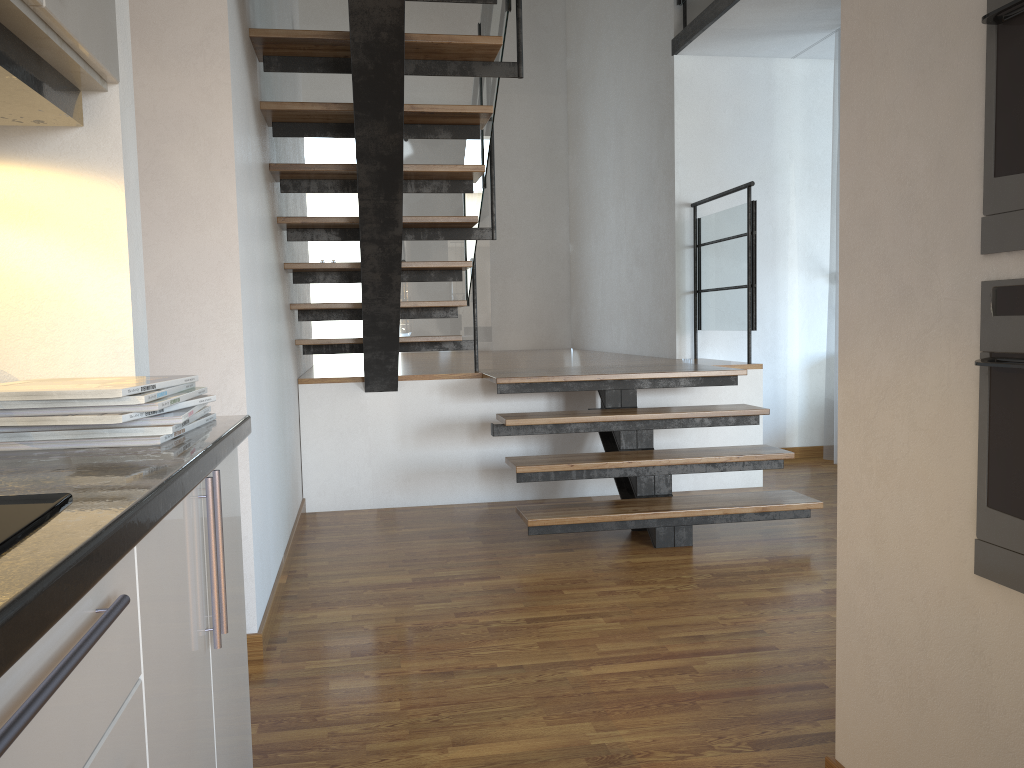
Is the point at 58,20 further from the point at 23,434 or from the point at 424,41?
the point at 424,41

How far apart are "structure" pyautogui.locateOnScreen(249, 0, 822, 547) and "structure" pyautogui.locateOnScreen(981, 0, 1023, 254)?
1.98m

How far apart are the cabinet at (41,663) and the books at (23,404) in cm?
13

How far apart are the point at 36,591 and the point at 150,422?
0.7 meters

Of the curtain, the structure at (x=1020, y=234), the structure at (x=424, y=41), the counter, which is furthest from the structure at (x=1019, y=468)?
the curtain

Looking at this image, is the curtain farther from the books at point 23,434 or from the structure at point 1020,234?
the books at point 23,434

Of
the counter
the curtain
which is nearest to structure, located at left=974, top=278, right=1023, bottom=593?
the counter

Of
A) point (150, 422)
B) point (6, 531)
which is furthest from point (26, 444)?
point (6, 531)

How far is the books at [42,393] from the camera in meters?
1.1 m

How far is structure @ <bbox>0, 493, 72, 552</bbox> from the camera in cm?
63
